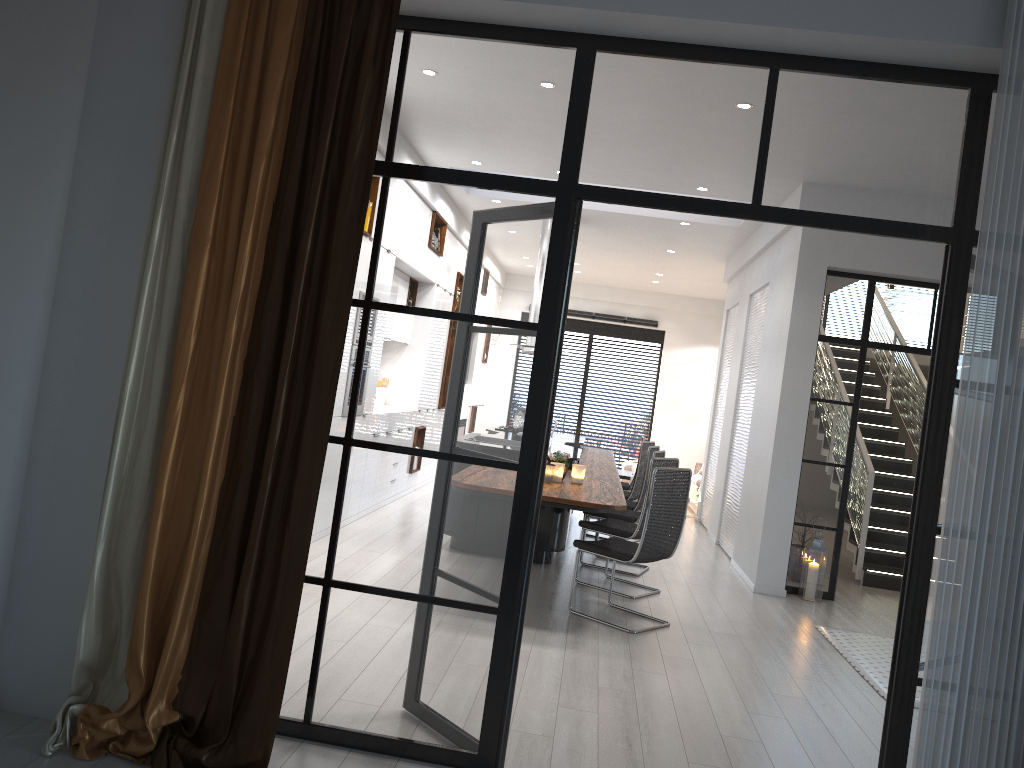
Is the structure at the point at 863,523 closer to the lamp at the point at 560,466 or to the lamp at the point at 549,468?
the lamp at the point at 560,466

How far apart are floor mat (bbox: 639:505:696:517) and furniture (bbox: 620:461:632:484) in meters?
1.8

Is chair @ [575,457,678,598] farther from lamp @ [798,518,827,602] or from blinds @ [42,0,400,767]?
blinds @ [42,0,400,767]

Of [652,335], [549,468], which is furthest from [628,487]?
[652,335]

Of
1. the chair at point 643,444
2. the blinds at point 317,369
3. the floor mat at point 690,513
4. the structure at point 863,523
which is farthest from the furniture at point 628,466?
the blinds at point 317,369

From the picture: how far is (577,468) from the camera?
6.0m

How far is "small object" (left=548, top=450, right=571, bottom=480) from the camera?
5.98m

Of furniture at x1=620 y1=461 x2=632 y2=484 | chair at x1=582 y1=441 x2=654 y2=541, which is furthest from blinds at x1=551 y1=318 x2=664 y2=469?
chair at x1=582 y1=441 x2=654 y2=541

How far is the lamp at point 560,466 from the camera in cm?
586

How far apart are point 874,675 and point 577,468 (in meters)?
2.17
